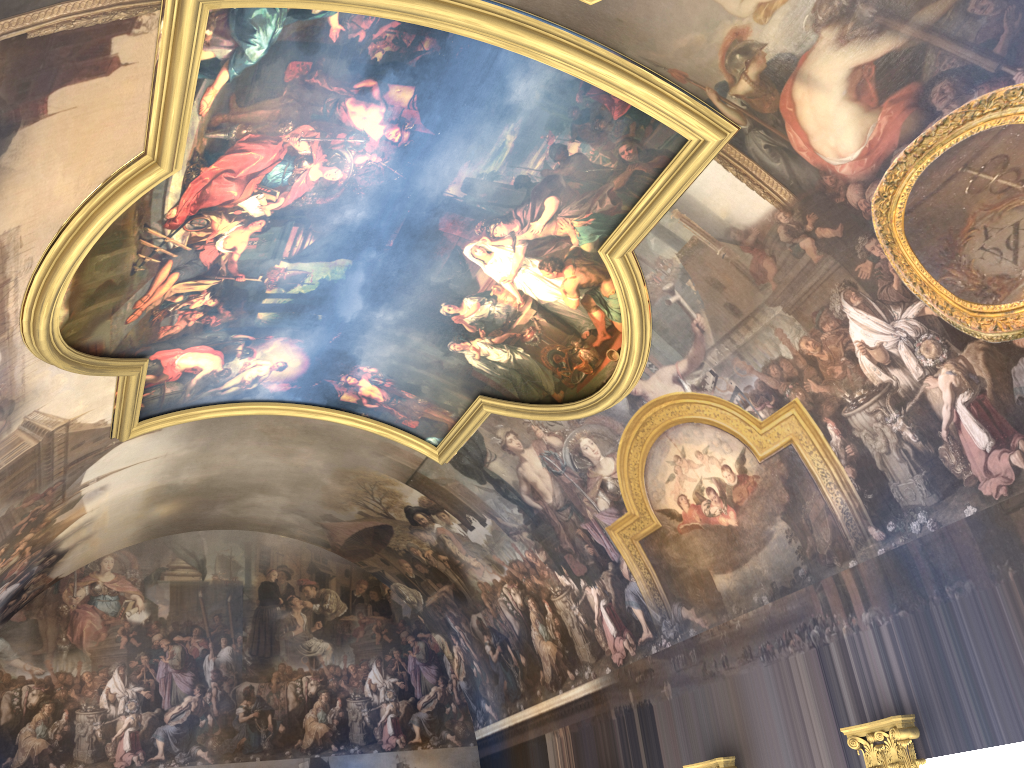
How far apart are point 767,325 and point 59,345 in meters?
8.8
